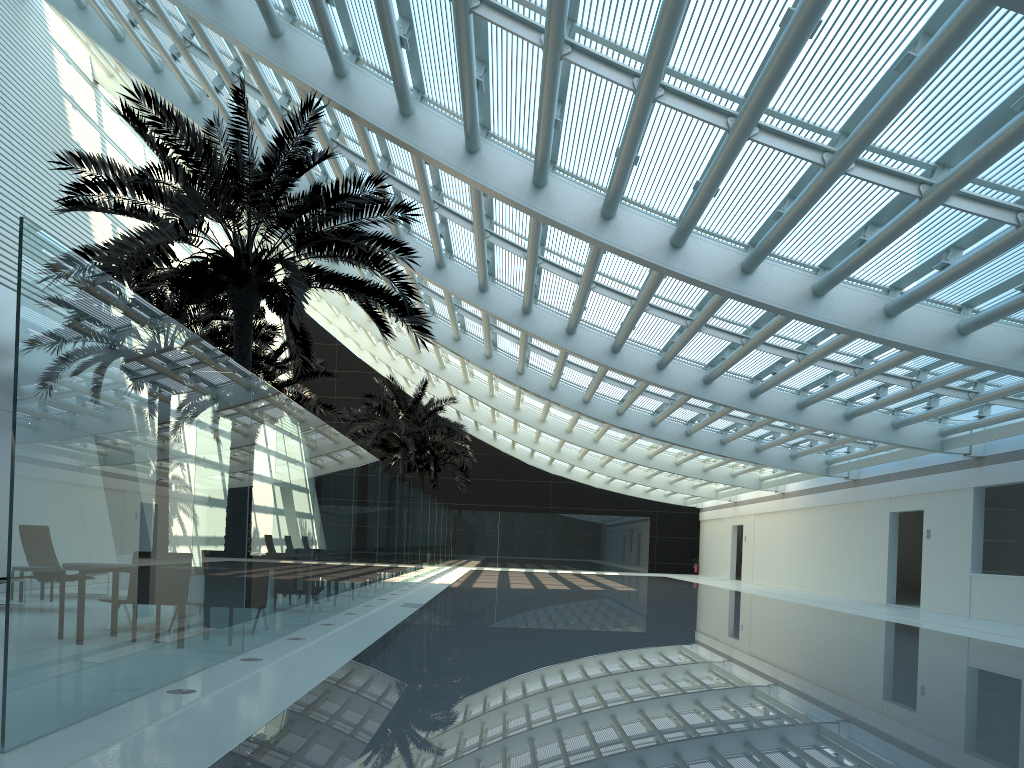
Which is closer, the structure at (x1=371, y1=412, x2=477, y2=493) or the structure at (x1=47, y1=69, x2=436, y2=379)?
the structure at (x1=47, y1=69, x2=436, y2=379)

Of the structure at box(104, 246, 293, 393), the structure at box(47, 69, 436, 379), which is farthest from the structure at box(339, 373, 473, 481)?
the structure at box(47, 69, 436, 379)

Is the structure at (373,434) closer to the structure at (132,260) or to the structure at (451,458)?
the structure at (451,458)

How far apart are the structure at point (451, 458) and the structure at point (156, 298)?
18.19m

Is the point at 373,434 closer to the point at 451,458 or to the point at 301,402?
the point at 301,402

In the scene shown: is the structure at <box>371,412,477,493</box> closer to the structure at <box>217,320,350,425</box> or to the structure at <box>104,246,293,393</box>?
the structure at <box>217,320,350,425</box>

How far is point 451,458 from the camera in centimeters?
3740cm

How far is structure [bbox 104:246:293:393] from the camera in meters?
17.0

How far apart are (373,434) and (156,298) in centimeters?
1268cm

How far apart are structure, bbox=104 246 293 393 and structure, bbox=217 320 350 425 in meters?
3.0 m
